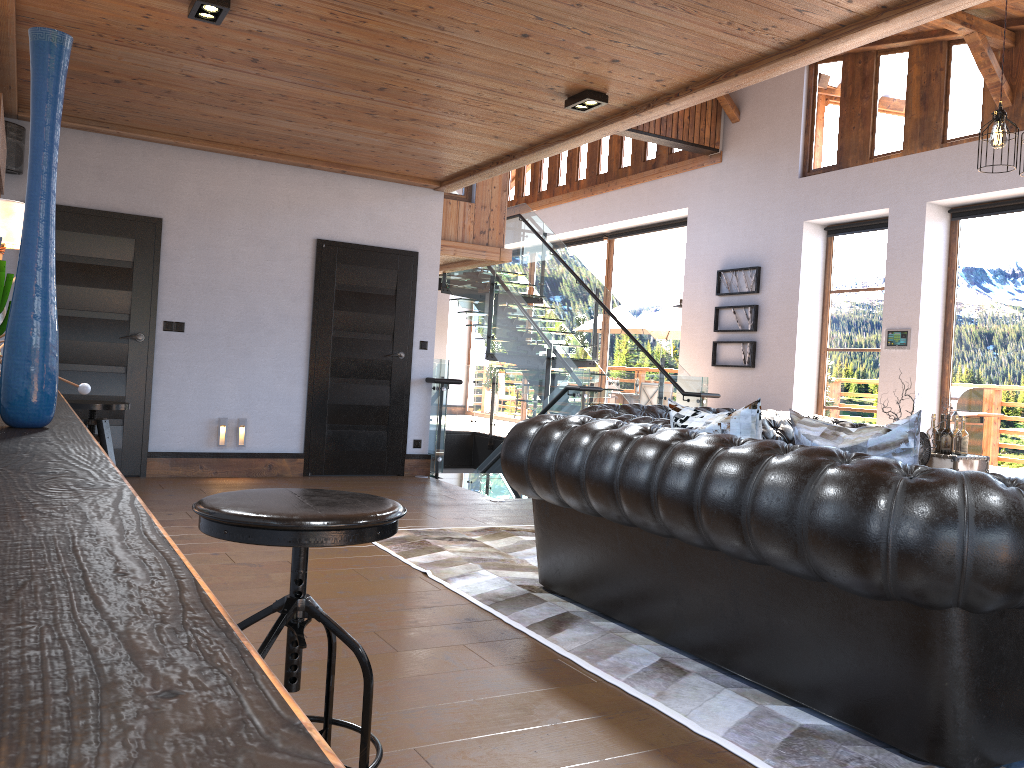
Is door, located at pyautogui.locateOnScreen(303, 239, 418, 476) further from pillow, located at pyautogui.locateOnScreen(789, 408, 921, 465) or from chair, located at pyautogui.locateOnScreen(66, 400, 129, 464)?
pillow, located at pyautogui.locateOnScreen(789, 408, 921, 465)

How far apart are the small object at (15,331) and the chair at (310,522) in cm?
43

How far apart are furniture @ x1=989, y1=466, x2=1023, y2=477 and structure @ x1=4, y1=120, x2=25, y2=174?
8.0 meters

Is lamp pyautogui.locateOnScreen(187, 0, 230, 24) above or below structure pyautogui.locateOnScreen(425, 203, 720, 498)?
above

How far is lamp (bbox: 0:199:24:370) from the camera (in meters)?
3.79

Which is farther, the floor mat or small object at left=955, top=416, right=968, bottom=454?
small object at left=955, top=416, right=968, bottom=454

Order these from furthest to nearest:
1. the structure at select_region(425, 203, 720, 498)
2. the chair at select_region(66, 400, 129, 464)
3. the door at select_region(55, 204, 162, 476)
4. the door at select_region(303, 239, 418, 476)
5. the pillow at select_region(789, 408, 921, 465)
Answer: the structure at select_region(425, 203, 720, 498), the door at select_region(303, 239, 418, 476), the door at select_region(55, 204, 162, 476), the chair at select_region(66, 400, 129, 464), the pillow at select_region(789, 408, 921, 465)

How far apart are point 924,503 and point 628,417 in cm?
329

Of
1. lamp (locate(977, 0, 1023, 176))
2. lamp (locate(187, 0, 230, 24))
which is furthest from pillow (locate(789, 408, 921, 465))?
lamp (locate(187, 0, 230, 24))

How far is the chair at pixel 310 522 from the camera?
1.70m
